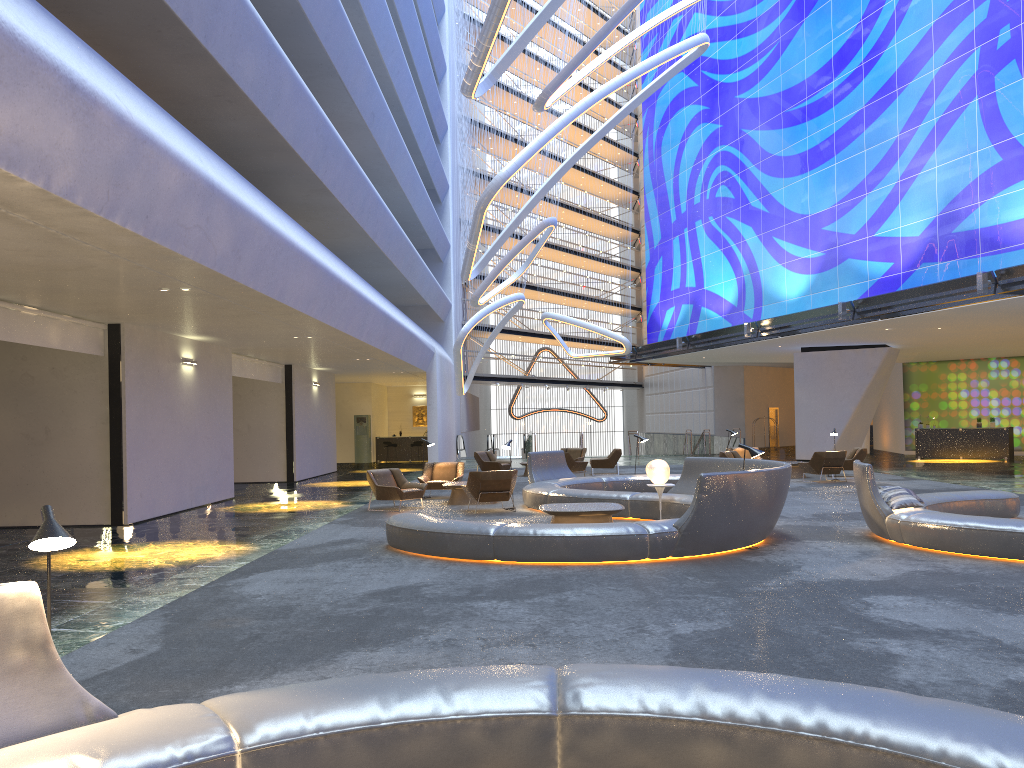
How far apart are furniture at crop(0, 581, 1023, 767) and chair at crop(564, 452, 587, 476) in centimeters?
1998cm

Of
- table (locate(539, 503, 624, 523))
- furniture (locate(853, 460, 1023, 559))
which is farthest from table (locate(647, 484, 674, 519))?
furniture (locate(853, 460, 1023, 559))

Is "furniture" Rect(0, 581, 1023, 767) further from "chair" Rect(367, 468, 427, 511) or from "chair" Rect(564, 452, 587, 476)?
"chair" Rect(564, 452, 587, 476)

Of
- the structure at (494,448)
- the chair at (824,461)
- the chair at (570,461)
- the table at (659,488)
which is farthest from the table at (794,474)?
the structure at (494,448)

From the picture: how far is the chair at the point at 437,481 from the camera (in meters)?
18.79

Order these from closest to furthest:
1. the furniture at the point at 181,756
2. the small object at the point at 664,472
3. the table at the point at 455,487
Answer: the furniture at the point at 181,756, the small object at the point at 664,472, the table at the point at 455,487

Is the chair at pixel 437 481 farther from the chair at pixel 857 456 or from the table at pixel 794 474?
the chair at pixel 857 456

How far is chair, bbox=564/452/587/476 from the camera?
24.23m

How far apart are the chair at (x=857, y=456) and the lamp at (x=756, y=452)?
12.9m

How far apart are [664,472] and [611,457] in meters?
12.4
